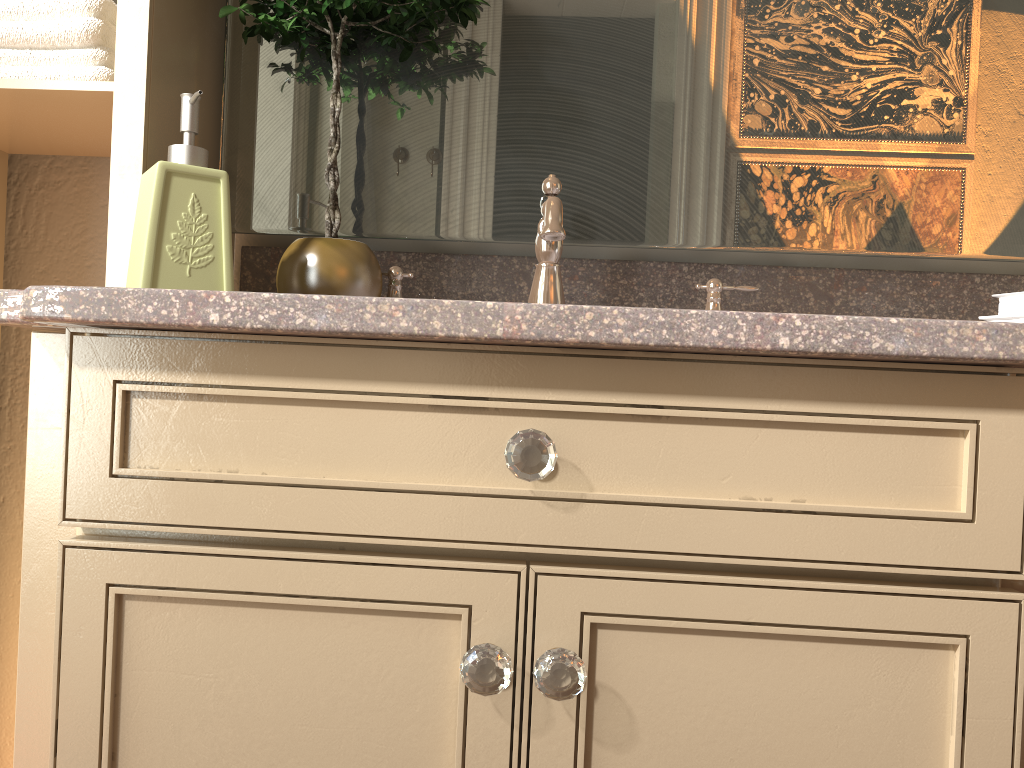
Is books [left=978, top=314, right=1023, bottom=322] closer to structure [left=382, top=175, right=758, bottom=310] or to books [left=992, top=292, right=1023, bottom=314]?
books [left=992, top=292, right=1023, bottom=314]

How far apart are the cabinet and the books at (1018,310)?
0.4m

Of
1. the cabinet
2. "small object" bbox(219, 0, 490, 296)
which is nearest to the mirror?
"small object" bbox(219, 0, 490, 296)

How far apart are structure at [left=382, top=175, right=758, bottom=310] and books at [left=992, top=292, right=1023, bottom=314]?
0.3 meters

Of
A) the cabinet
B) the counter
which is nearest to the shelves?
the counter

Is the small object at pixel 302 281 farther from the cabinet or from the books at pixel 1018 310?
the books at pixel 1018 310

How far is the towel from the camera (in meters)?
1.01

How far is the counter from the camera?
0.61m

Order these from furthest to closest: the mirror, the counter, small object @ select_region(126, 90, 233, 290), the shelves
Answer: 1. the mirror
2. the shelves
3. small object @ select_region(126, 90, 233, 290)
4. the counter

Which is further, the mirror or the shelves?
the mirror
